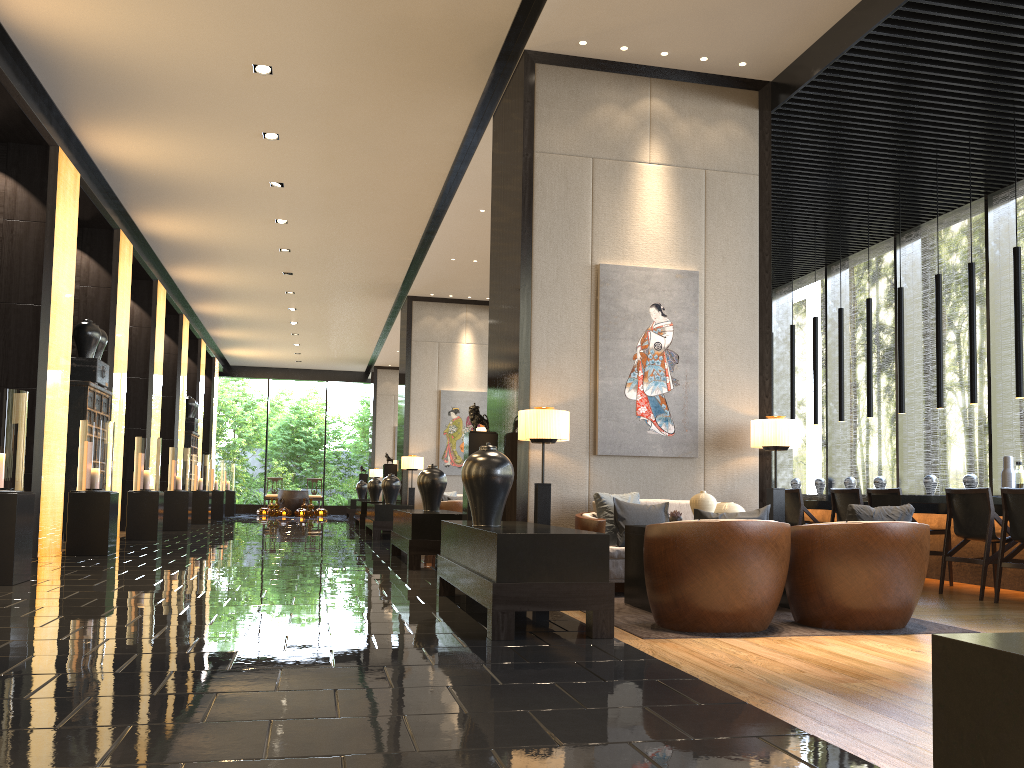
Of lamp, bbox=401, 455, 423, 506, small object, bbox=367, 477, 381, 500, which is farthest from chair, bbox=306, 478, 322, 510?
lamp, bbox=401, 455, 423, 506

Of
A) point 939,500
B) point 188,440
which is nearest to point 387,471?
point 188,440

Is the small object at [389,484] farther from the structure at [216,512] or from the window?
the structure at [216,512]

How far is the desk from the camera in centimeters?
702cm

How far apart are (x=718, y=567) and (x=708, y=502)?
1.18m

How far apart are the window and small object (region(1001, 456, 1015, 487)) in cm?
170

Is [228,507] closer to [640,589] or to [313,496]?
[313,496]

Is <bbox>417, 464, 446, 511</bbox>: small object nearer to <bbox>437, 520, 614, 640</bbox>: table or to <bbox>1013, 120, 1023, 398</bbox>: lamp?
<bbox>437, 520, 614, 640</bbox>: table

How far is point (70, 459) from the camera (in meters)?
10.10

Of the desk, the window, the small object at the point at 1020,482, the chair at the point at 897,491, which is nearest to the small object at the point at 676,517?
the desk
